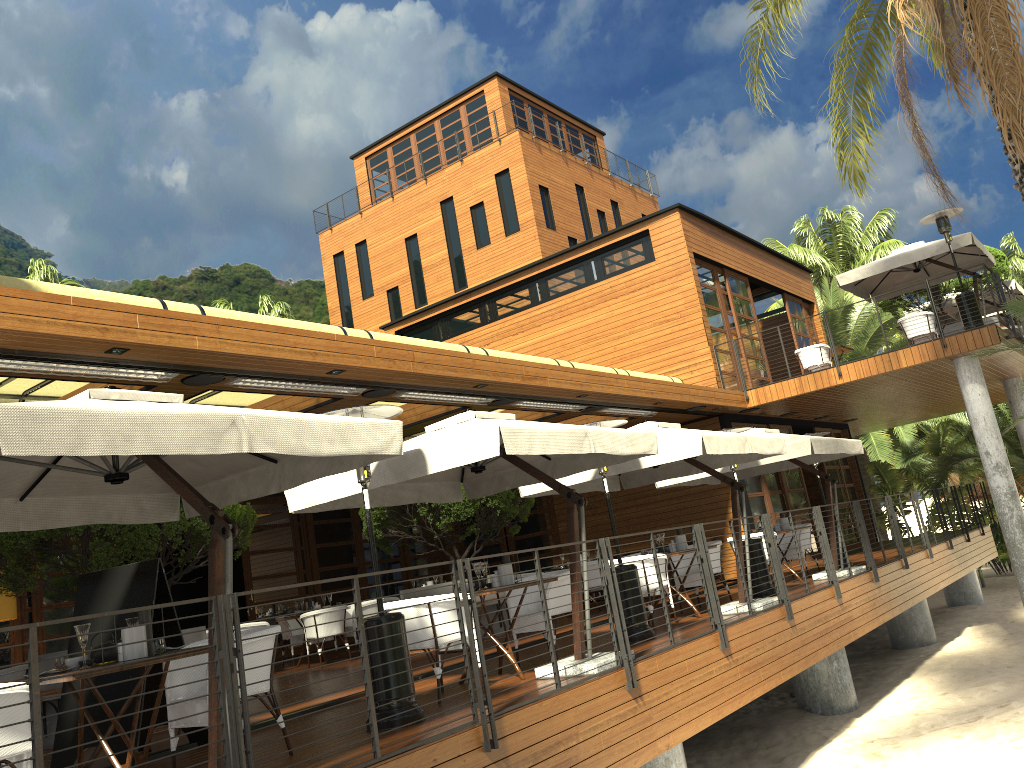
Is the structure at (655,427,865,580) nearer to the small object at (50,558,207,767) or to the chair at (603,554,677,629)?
the chair at (603,554,677,629)

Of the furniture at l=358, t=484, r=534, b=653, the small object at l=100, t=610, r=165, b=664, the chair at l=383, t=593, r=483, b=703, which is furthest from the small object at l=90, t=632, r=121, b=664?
the furniture at l=358, t=484, r=534, b=653

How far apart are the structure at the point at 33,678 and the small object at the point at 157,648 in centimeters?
109cm

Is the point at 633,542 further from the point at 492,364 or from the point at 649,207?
the point at 649,207

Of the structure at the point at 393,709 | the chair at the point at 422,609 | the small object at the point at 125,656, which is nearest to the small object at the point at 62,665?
the small object at the point at 125,656

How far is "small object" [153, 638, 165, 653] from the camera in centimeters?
508cm

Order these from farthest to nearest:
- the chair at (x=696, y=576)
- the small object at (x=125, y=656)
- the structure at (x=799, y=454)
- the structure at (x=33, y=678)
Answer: the structure at (x=799, y=454)
the chair at (x=696, y=576)
the small object at (x=125, y=656)
the structure at (x=33, y=678)

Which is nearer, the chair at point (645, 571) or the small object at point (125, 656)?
the small object at point (125, 656)

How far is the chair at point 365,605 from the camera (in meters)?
13.63

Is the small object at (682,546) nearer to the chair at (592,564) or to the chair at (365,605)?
the chair at (592,564)
